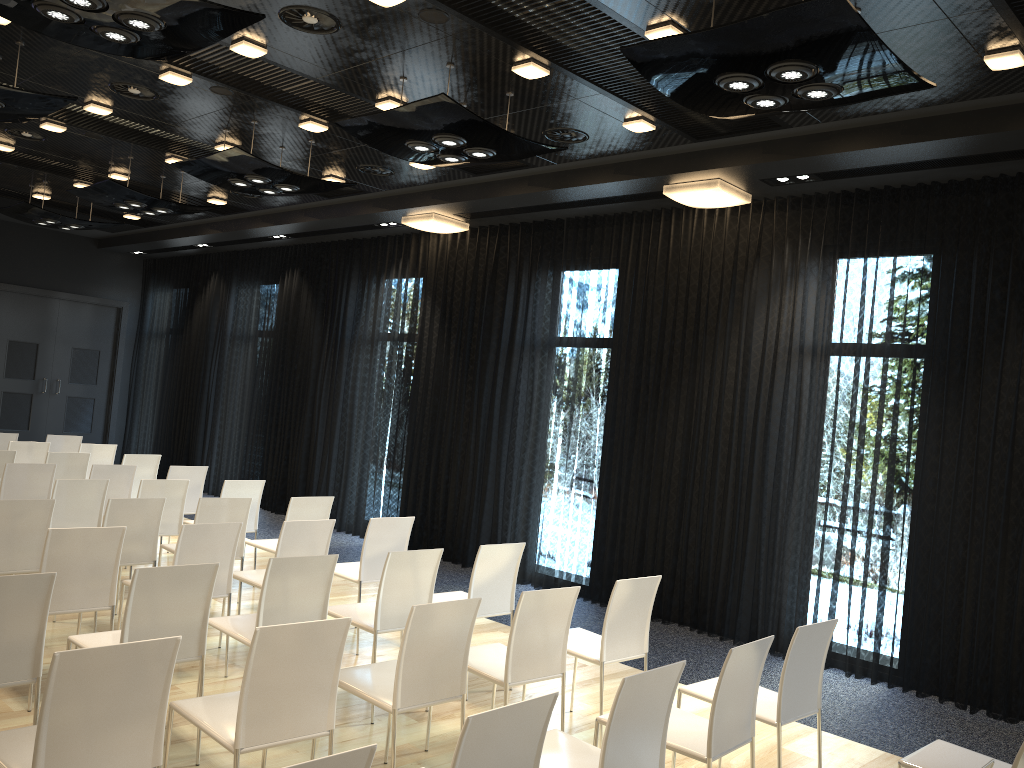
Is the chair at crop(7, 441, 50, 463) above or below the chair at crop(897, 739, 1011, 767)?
above

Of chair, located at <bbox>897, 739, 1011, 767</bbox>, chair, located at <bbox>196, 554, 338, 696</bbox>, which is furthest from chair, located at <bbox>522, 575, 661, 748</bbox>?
chair, located at <bbox>897, 739, 1011, 767</bbox>

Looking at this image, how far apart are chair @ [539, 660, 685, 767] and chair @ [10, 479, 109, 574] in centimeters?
431cm

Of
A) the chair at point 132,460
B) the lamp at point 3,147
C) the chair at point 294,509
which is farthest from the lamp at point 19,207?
the chair at point 294,509

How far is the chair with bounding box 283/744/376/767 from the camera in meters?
1.9 m

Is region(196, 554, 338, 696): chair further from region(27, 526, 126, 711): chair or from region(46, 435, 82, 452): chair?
region(46, 435, 82, 452): chair

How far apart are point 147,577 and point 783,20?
3.4m

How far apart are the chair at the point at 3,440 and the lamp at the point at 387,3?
7.18m

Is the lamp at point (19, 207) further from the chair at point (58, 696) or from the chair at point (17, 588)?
the chair at point (58, 696)

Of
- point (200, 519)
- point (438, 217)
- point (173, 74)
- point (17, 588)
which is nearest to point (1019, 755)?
point (17, 588)
